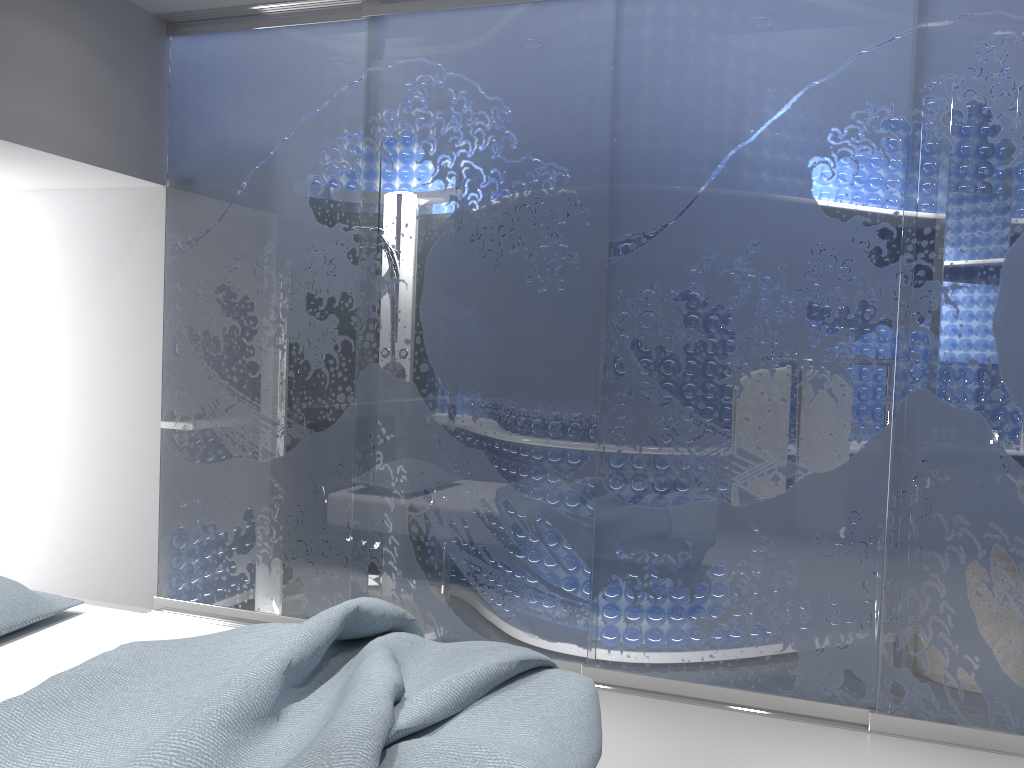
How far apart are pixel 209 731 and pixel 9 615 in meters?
1.1

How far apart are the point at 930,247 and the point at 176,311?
3.2 meters

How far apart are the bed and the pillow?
0.0 meters

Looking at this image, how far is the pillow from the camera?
2.52m

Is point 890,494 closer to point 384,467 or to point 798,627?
point 798,627

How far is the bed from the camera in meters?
1.7 m

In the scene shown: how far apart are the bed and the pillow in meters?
0.0

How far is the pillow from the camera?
2.5 meters

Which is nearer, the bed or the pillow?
the bed
